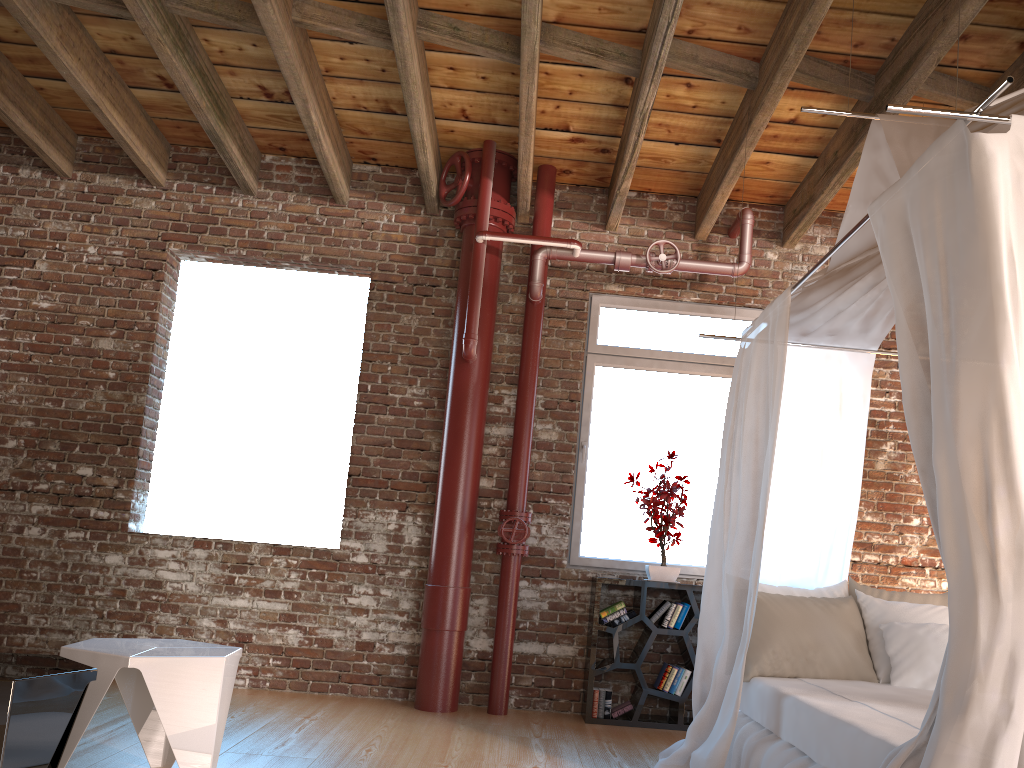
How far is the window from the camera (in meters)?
5.56

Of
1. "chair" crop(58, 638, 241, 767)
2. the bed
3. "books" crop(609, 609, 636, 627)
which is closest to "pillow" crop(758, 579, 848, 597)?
the bed

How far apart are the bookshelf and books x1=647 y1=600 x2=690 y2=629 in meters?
0.0

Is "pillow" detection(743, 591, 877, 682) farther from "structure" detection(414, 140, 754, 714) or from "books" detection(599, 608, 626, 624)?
"structure" detection(414, 140, 754, 714)

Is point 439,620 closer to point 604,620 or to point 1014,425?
point 604,620

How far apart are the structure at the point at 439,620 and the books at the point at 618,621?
0.58m

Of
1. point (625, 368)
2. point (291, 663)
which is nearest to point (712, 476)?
point (625, 368)

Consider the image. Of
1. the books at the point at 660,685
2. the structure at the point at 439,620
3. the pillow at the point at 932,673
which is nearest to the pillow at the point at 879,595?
the pillow at the point at 932,673

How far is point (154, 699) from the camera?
2.9 meters

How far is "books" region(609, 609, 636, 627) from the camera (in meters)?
5.08
